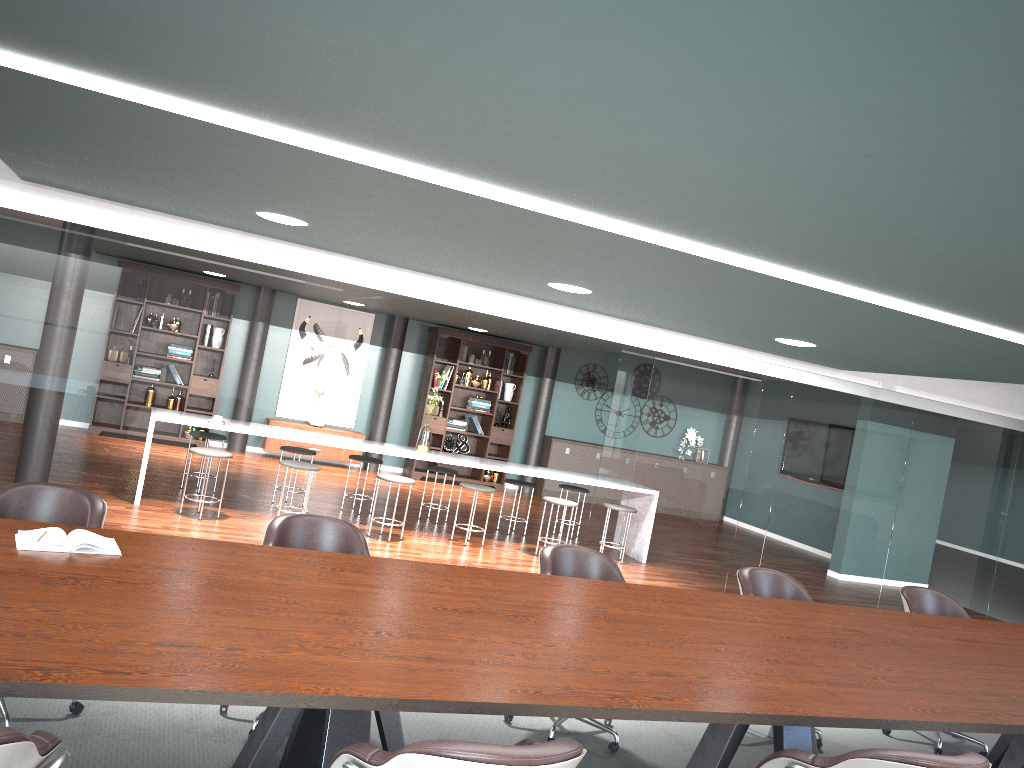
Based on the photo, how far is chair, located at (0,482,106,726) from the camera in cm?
319

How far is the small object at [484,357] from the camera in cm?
1182

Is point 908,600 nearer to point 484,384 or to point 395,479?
point 395,479

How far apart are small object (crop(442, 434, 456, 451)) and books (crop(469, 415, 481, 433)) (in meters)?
0.36

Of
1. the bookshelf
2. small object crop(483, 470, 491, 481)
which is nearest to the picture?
the bookshelf

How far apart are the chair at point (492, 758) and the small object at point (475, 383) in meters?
9.6 m

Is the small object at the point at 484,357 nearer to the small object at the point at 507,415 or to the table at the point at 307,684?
the small object at the point at 507,415

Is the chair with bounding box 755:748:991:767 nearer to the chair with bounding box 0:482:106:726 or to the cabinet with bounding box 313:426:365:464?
the chair with bounding box 0:482:106:726

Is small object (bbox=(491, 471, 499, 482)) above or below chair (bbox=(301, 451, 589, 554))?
below

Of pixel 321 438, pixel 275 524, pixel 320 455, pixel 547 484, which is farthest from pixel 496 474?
pixel 275 524
